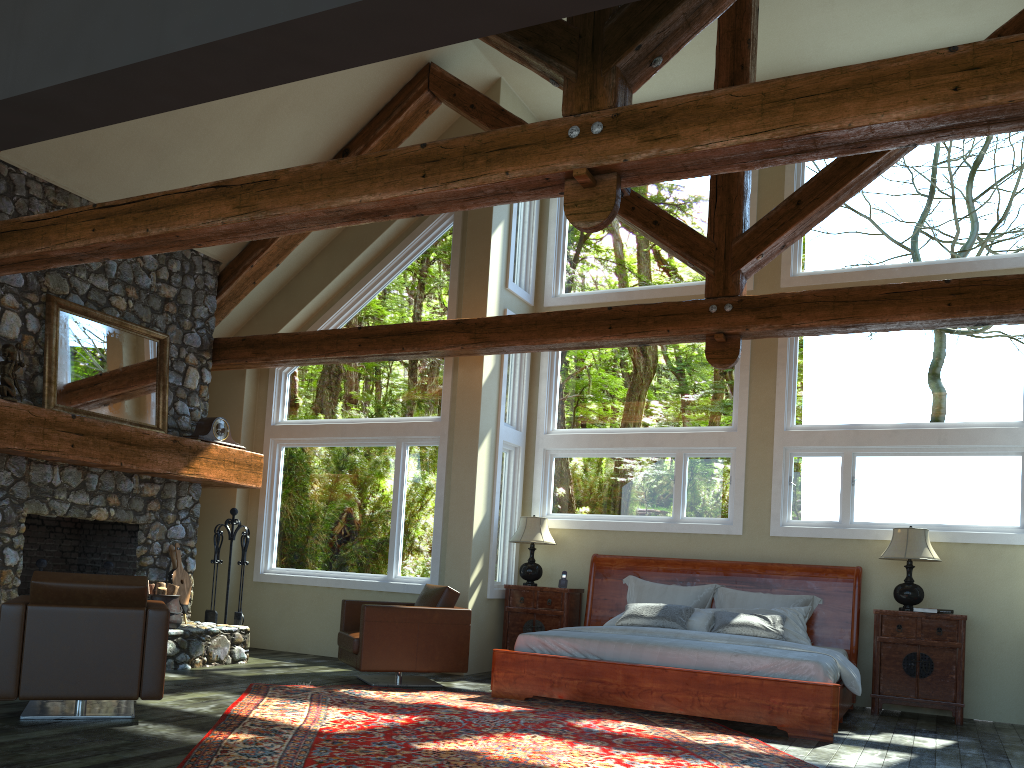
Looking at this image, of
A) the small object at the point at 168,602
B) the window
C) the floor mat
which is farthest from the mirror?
the floor mat

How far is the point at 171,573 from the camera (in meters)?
8.68

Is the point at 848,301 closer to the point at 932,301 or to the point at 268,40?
the point at 932,301

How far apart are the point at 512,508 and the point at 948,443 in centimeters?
436cm

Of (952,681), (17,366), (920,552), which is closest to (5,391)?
(17,366)

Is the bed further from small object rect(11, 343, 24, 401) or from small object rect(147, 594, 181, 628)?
small object rect(11, 343, 24, 401)

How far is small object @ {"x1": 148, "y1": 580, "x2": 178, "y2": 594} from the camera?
7.9m

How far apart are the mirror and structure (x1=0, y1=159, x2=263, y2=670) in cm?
6

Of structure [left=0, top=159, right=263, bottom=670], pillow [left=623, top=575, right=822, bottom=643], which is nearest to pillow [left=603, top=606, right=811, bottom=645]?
pillow [left=623, top=575, right=822, bottom=643]

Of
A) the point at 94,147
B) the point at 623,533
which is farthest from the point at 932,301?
the point at 94,147
